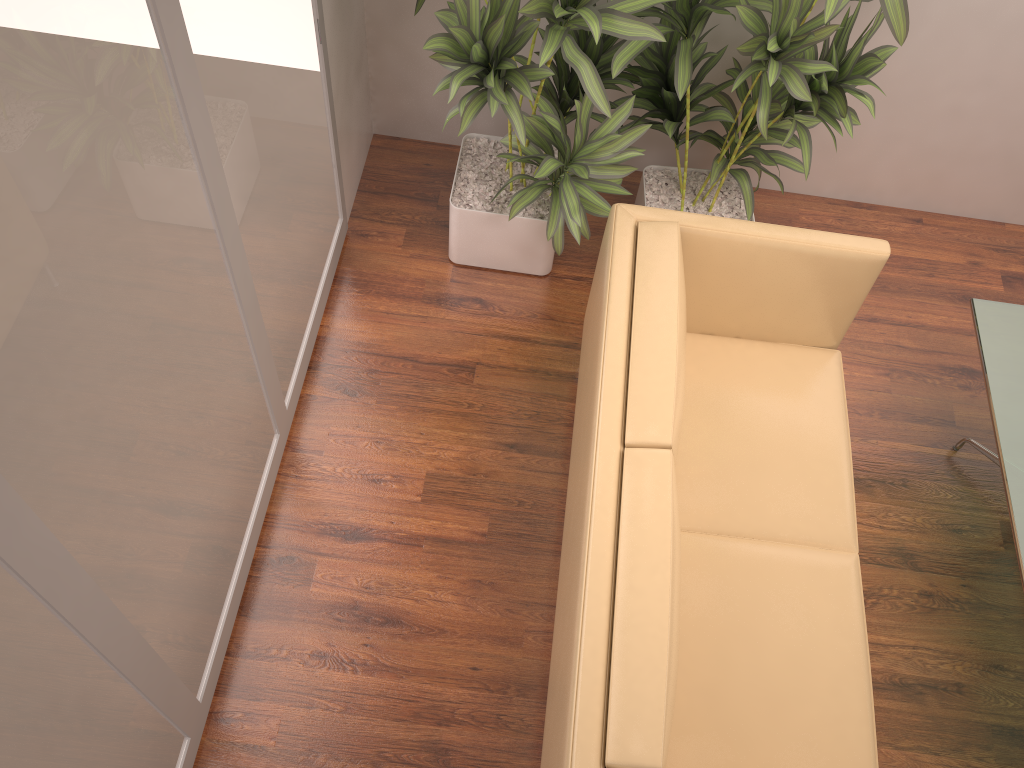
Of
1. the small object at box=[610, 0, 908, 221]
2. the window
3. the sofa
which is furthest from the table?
the window

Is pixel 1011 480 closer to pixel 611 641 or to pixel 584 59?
pixel 611 641

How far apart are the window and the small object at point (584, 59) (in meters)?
0.34

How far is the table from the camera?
2.6 meters

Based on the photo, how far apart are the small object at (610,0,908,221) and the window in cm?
97

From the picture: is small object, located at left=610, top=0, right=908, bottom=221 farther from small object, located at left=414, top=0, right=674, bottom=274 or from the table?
the table

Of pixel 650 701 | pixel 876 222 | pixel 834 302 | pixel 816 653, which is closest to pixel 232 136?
pixel 650 701

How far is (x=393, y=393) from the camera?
3.3m

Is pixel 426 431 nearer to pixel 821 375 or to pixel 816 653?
pixel 821 375

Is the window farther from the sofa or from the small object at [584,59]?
the sofa
